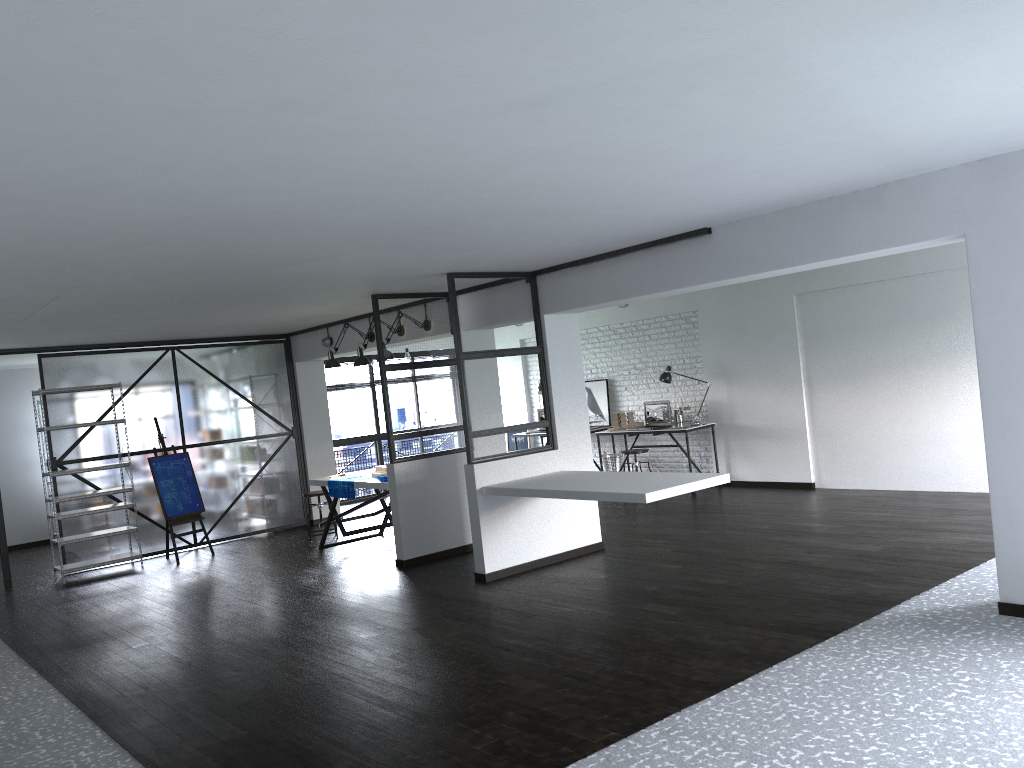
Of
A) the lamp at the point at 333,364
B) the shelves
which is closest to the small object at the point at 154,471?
the shelves

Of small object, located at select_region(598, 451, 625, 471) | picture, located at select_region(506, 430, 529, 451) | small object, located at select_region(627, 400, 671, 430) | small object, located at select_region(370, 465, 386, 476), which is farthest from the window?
small object, located at select_region(627, 400, 671, 430)

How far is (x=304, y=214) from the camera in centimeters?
399cm

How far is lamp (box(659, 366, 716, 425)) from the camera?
10.2 meters

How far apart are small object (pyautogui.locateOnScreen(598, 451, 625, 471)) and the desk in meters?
0.6 m

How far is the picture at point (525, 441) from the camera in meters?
12.8 m

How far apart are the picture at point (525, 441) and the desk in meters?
2.6 m

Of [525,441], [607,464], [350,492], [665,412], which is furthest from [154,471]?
[665,412]

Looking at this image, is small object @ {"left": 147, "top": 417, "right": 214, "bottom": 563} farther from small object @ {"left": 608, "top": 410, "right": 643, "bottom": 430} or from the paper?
small object @ {"left": 608, "top": 410, "right": 643, "bottom": 430}

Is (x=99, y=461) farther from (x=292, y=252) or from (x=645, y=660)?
(x=645, y=660)
